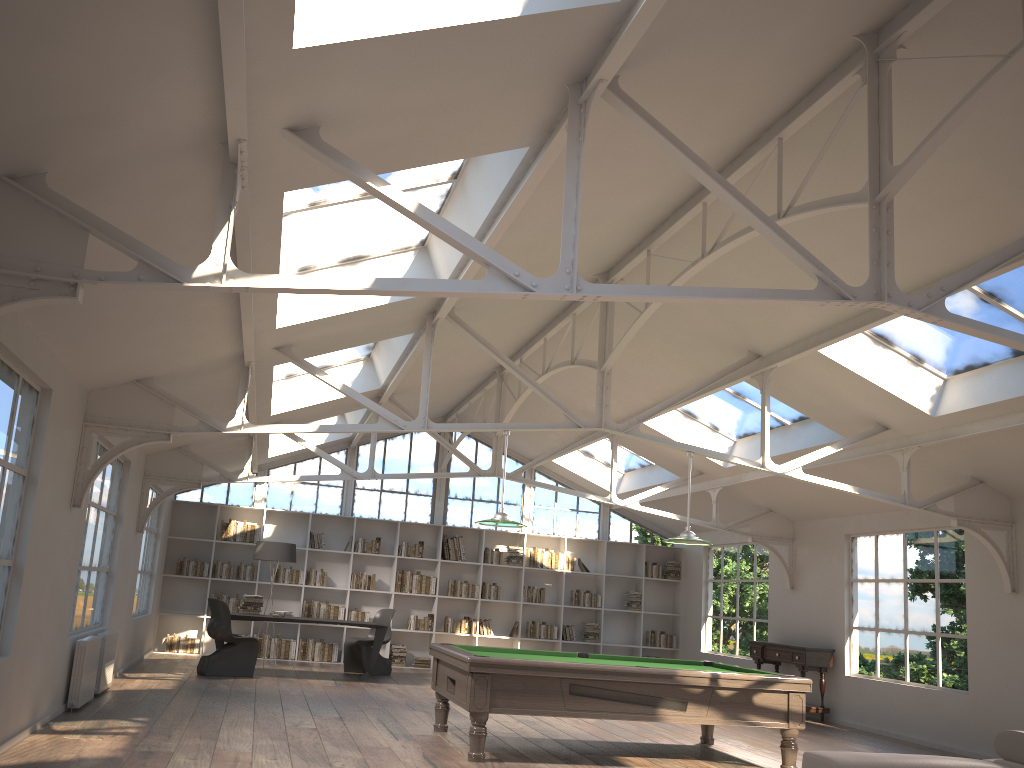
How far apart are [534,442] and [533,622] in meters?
3.0 m

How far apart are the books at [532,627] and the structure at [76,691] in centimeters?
808cm

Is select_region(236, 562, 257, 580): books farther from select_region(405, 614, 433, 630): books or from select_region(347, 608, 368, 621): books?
select_region(405, 614, 433, 630): books

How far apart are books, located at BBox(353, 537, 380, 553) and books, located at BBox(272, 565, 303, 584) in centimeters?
99cm

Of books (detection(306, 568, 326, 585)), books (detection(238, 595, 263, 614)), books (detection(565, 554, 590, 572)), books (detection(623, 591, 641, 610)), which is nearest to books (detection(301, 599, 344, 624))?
books (detection(306, 568, 326, 585))

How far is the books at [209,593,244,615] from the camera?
13.3m

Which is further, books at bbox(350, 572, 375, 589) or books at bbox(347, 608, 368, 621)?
books at bbox(350, 572, 375, 589)

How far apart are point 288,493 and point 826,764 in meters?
12.0

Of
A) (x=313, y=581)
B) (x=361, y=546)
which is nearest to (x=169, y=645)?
(x=313, y=581)

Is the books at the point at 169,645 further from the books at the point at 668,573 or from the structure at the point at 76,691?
the books at the point at 668,573
